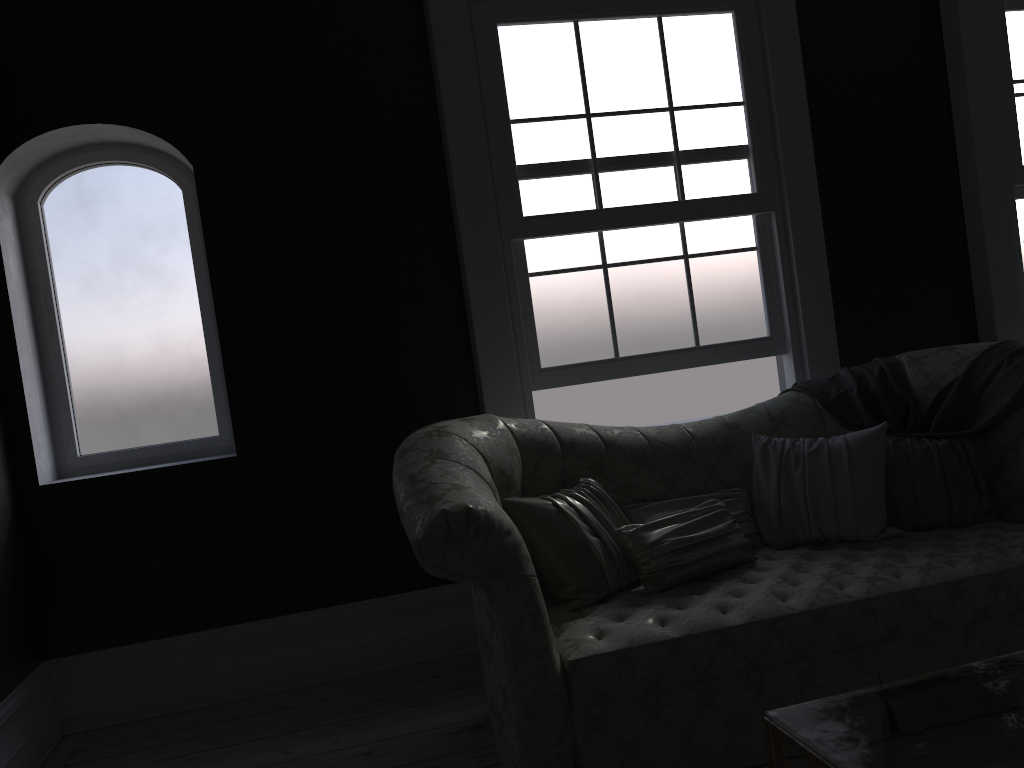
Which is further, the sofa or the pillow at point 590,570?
the pillow at point 590,570

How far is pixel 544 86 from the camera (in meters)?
4.23

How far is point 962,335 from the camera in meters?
4.8

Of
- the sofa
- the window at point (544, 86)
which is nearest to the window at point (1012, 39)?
the window at point (544, 86)

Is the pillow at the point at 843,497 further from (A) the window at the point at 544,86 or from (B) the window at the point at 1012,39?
(B) the window at the point at 1012,39

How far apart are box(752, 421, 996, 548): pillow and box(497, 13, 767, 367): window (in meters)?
0.85

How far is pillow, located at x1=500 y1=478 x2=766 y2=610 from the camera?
3.11m

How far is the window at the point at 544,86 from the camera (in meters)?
4.23

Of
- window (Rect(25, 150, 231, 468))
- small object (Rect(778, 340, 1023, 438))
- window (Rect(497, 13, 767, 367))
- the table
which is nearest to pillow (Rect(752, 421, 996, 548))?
small object (Rect(778, 340, 1023, 438))

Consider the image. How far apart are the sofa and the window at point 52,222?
1.5m
